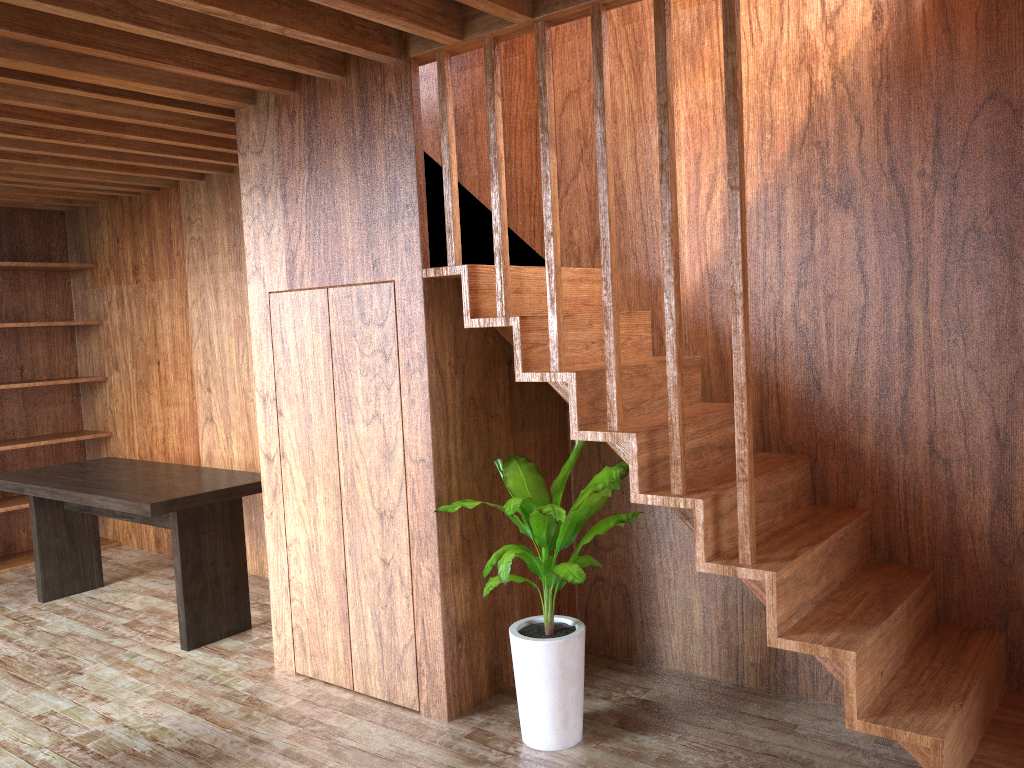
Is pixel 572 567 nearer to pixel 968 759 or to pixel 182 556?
pixel 968 759

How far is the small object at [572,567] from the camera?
2.8m

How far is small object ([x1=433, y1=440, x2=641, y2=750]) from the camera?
2.78m

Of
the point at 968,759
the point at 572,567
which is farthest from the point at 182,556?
the point at 968,759

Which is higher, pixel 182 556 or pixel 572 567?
pixel 572 567

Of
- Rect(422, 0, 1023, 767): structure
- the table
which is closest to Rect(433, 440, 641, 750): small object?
Rect(422, 0, 1023, 767): structure

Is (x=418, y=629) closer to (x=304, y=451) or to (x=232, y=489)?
(x=304, y=451)

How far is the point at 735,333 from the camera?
2.37m

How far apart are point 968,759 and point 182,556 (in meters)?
3.13

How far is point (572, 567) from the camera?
2.78m
